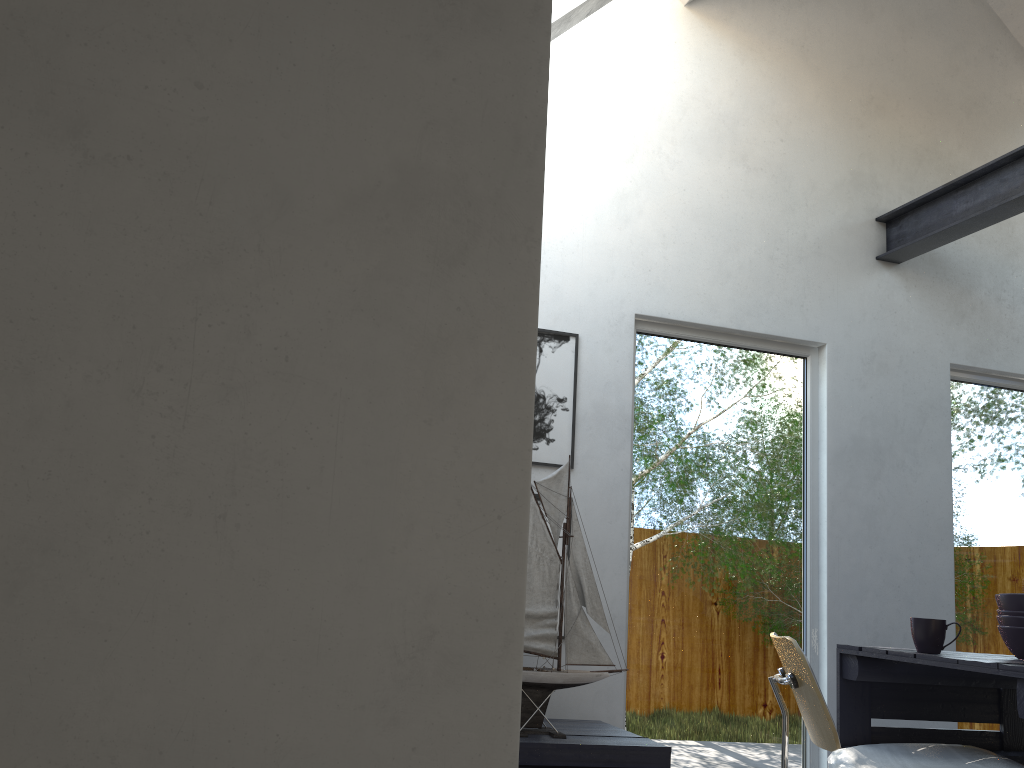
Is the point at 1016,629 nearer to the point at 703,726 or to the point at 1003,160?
the point at 703,726

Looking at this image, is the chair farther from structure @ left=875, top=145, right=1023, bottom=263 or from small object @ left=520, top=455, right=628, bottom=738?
structure @ left=875, top=145, right=1023, bottom=263

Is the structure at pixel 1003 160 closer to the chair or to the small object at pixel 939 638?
the small object at pixel 939 638

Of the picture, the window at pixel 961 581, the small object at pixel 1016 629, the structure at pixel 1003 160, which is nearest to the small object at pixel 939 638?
the small object at pixel 1016 629

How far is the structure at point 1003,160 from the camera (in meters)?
3.84

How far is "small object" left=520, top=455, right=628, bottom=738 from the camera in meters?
3.0 m

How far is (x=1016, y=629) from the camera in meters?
2.9 m

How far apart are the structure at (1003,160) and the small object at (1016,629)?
1.8m

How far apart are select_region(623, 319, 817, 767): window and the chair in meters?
0.9 m

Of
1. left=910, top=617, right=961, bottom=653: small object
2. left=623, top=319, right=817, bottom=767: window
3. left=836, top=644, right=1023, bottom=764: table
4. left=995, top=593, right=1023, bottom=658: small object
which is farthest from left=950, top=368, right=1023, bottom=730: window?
left=910, top=617, right=961, bottom=653: small object
